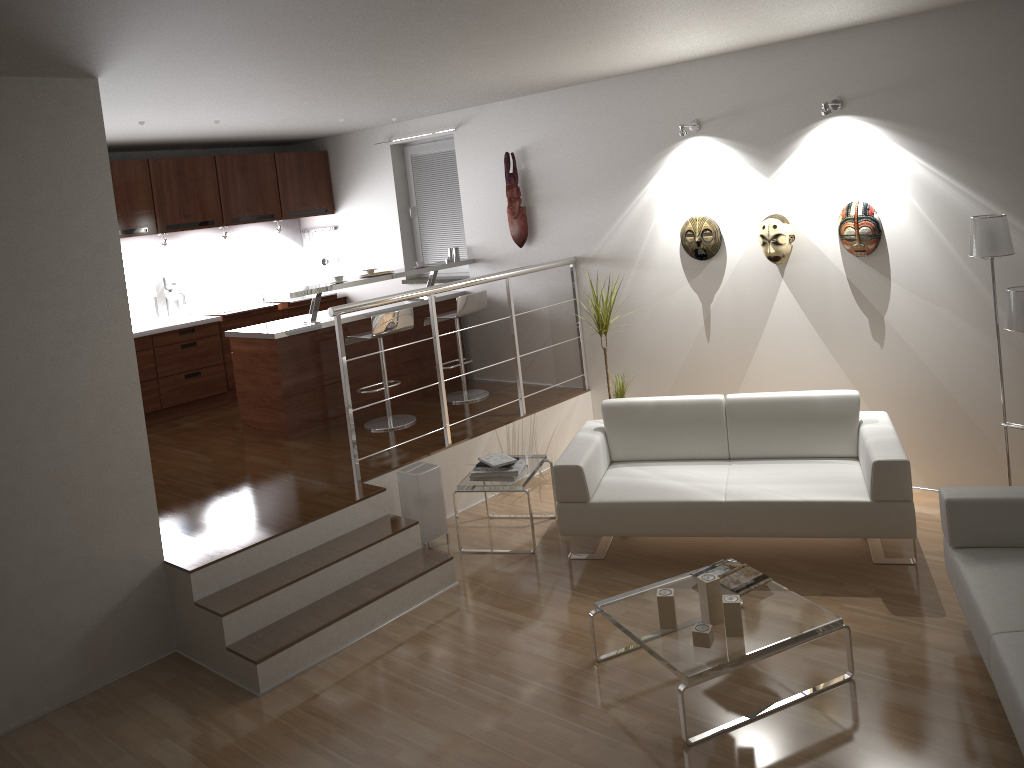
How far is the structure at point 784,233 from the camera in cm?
550

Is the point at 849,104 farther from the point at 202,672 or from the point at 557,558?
the point at 202,672

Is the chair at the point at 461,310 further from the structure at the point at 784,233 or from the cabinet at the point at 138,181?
the structure at the point at 784,233

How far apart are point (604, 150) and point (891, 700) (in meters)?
4.18

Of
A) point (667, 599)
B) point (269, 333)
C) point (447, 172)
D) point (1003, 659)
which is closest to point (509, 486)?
point (667, 599)

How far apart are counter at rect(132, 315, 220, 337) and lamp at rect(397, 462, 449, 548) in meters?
3.2 m

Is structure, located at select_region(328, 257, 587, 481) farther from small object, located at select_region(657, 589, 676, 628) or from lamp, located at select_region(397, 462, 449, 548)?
small object, located at select_region(657, 589, 676, 628)

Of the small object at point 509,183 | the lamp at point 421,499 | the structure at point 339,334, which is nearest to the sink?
the small object at point 509,183

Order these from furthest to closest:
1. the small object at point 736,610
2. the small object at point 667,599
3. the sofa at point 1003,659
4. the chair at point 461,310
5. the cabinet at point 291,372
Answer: the chair at point 461,310 → the cabinet at point 291,372 → the small object at point 667,599 → the small object at point 736,610 → the sofa at point 1003,659

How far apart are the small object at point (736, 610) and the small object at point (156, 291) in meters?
6.0 m
